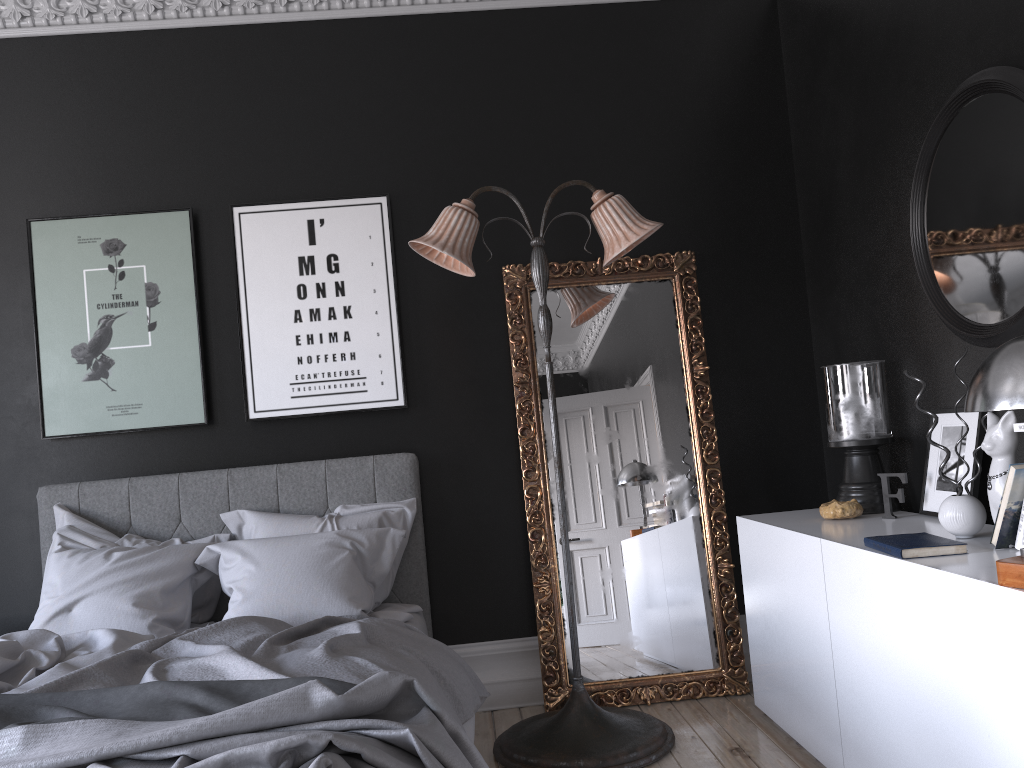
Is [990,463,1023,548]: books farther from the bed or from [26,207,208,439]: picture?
[26,207,208,439]: picture

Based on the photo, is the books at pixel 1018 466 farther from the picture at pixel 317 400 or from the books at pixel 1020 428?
the picture at pixel 317 400

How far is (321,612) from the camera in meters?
3.5 m

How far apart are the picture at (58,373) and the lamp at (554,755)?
1.2m

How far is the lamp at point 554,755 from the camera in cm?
347

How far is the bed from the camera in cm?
198

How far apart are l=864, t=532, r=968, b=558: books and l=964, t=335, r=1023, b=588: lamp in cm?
44

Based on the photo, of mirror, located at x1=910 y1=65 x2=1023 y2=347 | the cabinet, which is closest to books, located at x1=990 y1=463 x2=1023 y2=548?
the cabinet

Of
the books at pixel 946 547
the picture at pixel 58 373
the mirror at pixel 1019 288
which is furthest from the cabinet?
the picture at pixel 58 373

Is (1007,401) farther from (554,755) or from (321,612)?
(321,612)
